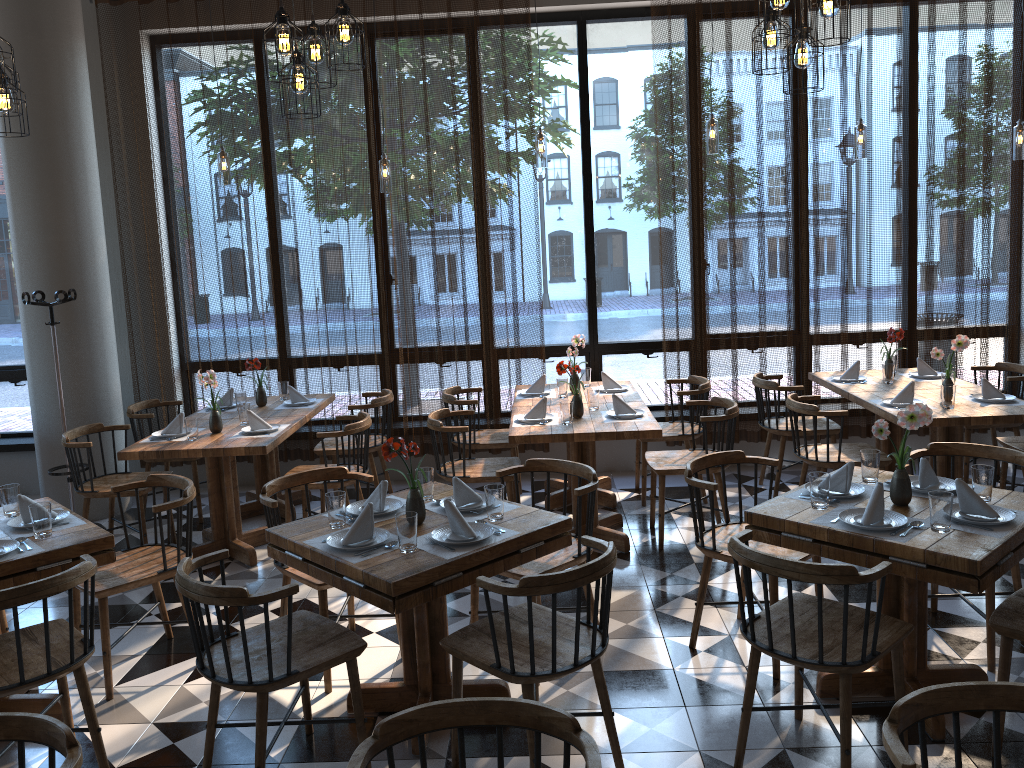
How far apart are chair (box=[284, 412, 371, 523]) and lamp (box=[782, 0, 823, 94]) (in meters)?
3.02

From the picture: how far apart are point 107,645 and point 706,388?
3.9m

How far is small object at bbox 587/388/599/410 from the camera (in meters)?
5.47

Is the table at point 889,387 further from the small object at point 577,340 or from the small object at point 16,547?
the small object at point 16,547

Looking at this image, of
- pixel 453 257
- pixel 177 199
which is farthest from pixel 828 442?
pixel 177 199

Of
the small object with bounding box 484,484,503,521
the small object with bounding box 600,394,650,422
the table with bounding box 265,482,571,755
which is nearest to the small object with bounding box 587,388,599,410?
the small object with bounding box 600,394,650,422

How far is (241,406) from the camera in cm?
554

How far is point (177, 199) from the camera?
6.6m

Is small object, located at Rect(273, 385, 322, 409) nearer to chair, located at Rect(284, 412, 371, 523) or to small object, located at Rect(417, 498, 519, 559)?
chair, located at Rect(284, 412, 371, 523)

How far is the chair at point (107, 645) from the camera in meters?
3.8 m
